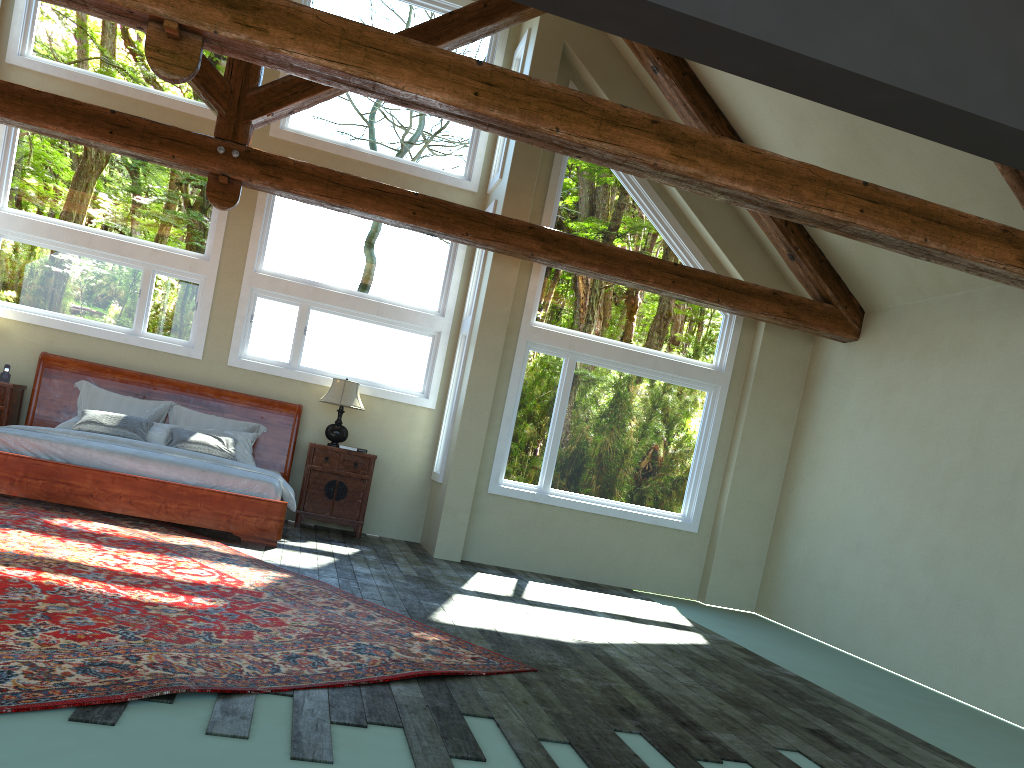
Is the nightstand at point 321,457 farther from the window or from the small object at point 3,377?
the small object at point 3,377

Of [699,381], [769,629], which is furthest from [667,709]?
[699,381]

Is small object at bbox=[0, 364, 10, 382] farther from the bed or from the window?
the window

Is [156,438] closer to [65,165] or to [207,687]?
[65,165]

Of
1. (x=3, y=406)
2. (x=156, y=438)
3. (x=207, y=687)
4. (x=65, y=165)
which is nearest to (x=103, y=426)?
(x=156, y=438)

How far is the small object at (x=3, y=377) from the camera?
8.8m

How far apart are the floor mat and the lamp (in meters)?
2.38

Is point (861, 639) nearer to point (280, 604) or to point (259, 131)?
point (280, 604)

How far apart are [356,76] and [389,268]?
5.14m

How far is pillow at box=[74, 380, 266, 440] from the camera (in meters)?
8.99
